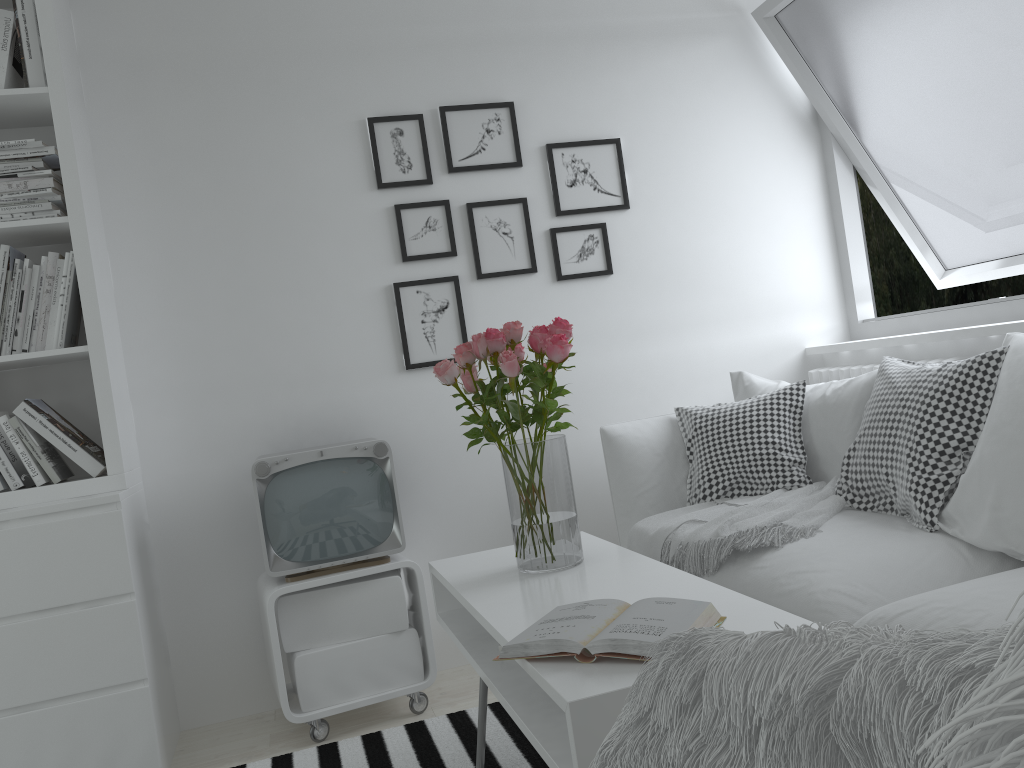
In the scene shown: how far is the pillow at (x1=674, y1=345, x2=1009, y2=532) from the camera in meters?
2.2

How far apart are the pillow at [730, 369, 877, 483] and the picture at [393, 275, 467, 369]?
1.0 meters

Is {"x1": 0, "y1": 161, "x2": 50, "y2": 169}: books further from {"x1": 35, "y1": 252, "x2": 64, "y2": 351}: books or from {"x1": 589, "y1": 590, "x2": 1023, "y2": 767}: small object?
{"x1": 589, "y1": 590, "x2": 1023, "y2": 767}: small object

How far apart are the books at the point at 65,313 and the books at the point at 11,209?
0.2 meters

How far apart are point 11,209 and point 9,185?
0.1 meters

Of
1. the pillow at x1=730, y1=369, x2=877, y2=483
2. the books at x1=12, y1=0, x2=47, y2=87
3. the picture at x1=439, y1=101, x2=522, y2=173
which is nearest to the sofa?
the pillow at x1=730, y1=369, x2=877, y2=483

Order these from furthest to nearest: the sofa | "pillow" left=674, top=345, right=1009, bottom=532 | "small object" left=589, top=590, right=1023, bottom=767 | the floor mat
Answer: the floor mat, "pillow" left=674, top=345, right=1009, bottom=532, the sofa, "small object" left=589, top=590, right=1023, bottom=767

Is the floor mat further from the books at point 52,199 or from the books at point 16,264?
the books at point 52,199

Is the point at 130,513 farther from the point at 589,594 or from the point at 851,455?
the point at 851,455

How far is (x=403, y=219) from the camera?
3.1m
